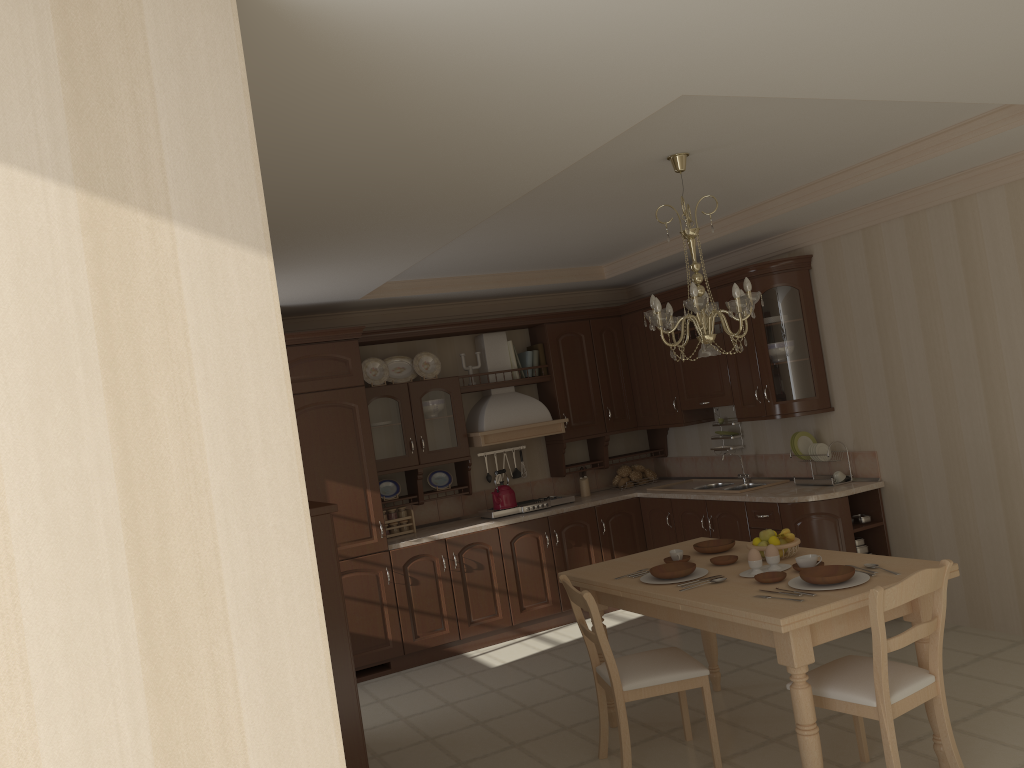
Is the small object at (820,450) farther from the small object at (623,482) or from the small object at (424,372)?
the small object at (424,372)

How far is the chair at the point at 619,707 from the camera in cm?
364

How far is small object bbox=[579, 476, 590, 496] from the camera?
7.08m

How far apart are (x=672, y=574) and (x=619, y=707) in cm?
59

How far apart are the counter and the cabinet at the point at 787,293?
0.0m

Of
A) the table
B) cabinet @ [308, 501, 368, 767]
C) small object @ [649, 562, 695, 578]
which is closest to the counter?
the table

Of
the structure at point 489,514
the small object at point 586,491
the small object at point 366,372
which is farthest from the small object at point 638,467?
the small object at point 366,372

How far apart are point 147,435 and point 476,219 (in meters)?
2.72

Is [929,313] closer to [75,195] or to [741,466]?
[741,466]

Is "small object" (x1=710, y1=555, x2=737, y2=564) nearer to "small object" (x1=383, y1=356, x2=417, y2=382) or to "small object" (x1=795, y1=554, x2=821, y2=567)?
"small object" (x1=795, y1=554, x2=821, y2=567)
